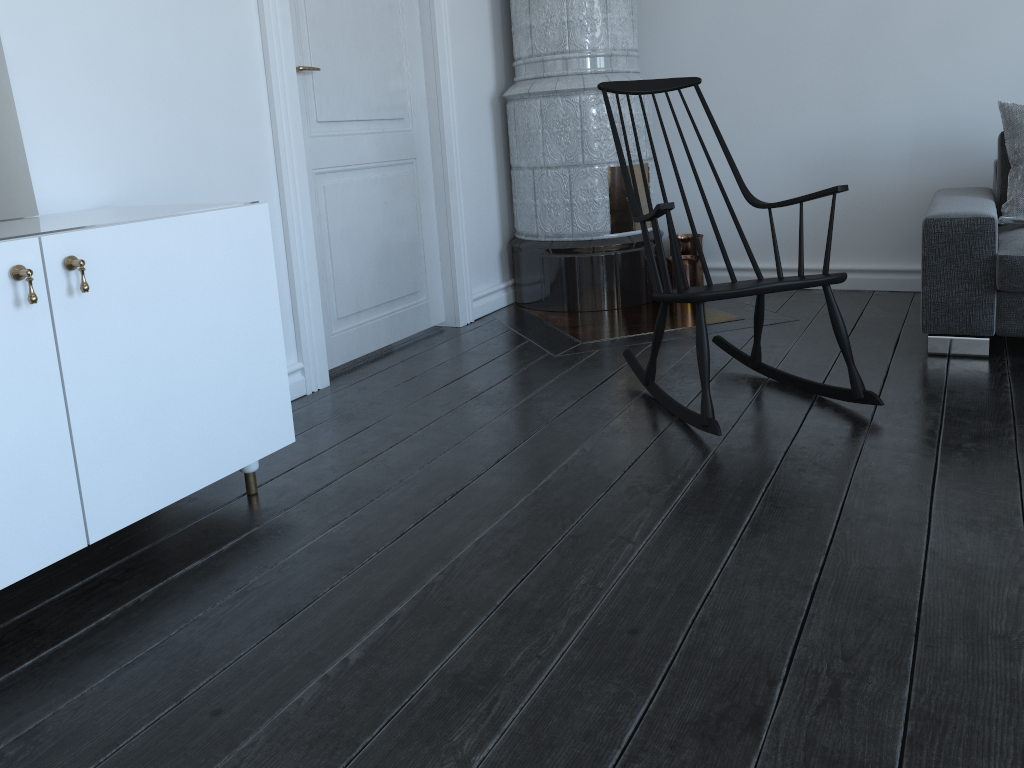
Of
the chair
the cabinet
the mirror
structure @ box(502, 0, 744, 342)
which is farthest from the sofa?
the mirror

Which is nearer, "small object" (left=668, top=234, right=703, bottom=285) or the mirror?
the mirror

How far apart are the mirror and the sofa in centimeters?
265cm

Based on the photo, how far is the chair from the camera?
2.4m

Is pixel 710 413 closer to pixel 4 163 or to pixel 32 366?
pixel 32 366

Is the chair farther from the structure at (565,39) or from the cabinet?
the cabinet

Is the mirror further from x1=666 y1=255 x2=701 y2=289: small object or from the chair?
x1=666 y1=255 x2=701 y2=289: small object

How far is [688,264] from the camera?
4.1m

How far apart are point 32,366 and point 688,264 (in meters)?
3.09

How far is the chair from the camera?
2.4 meters
